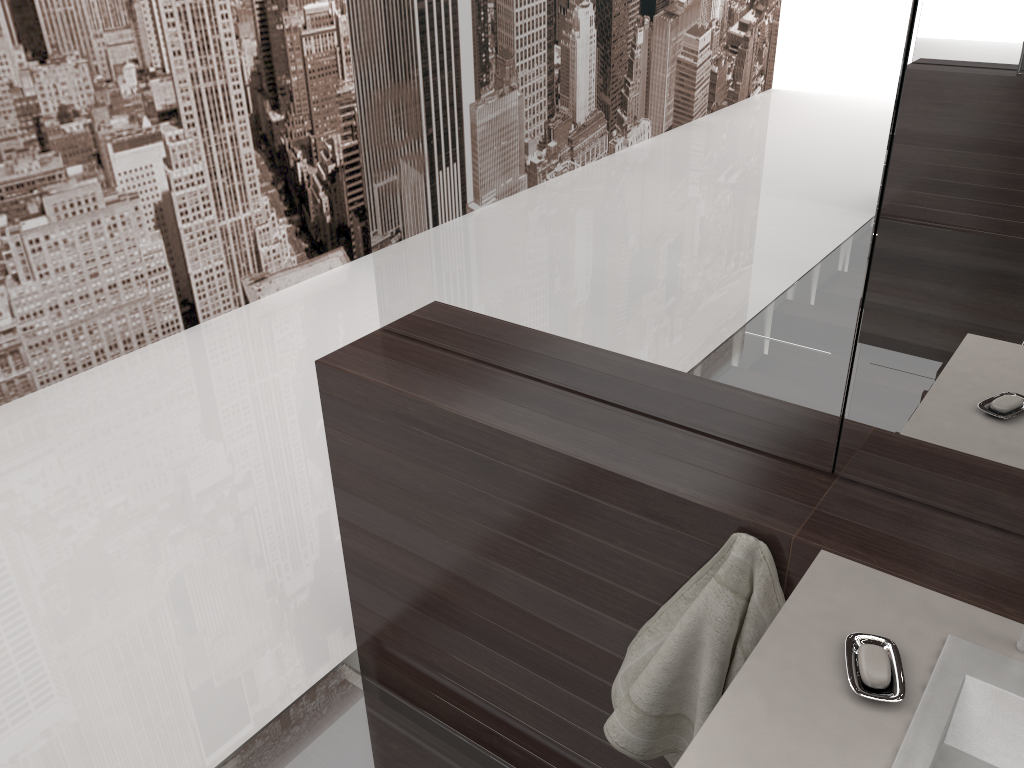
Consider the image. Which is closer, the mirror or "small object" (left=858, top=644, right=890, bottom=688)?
"small object" (left=858, top=644, right=890, bottom=688)

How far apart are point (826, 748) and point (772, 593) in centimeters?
36cm

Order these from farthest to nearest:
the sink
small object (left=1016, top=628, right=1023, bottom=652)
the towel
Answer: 1. the towel
2. small object (left=1016, top=628, right=1023, bottom=652)
3. the sink

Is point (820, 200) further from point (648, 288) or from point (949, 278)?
point (648, 288)

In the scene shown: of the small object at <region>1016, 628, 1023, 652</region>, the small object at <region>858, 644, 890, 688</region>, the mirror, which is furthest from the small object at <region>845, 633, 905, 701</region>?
the mirror

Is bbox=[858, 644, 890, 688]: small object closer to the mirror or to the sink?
the sink

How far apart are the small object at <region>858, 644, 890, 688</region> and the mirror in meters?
0.4 m

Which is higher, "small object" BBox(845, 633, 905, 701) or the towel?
"small object" BBox(845, 633, 905, 701)

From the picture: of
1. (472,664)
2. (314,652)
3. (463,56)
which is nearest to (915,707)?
(472,664)

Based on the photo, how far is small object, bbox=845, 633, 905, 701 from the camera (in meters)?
1.01
